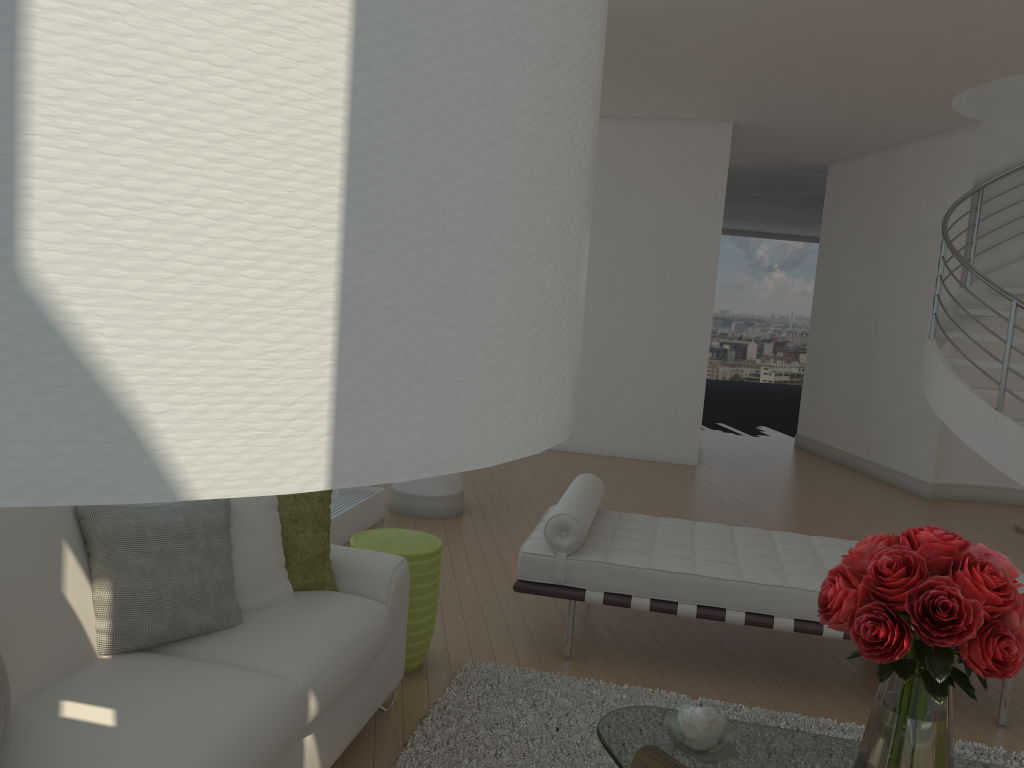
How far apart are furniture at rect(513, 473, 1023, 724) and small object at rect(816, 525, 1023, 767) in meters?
1.5 m

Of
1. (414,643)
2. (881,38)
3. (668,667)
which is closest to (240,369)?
(414,643)

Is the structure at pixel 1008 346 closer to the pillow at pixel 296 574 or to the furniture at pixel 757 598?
the furniture at pixel 757 598

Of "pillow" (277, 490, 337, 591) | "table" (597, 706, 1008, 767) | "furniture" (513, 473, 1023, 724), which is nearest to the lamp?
"table" (597, 706, 1008, 767)

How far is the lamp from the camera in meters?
0.3 m

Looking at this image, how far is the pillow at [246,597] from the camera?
2.7 meters

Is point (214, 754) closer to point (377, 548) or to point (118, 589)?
point (118, 589)

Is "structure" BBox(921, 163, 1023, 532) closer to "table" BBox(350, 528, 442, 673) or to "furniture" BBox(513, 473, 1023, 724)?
"furniture" BBox(513, 473, 1023, 724)

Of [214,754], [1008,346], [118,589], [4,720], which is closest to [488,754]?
[214,754]

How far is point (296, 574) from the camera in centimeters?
299cm
